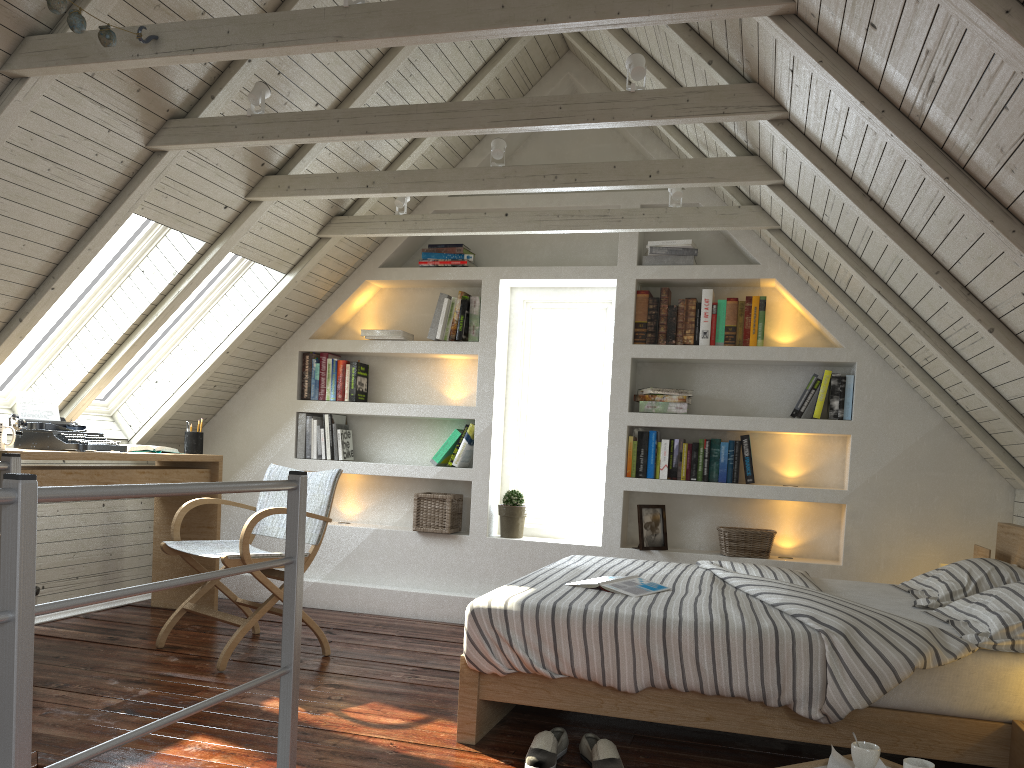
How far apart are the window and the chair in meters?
0.9 m

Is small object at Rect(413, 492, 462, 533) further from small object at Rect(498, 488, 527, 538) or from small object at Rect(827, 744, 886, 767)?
small object at Rect(827, 744, 886, 767)

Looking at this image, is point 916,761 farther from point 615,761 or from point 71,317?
point 71,317

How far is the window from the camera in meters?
3.8

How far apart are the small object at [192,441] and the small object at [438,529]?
1.11m

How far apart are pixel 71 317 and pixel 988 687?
3.7 meters

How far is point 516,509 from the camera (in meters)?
4.48

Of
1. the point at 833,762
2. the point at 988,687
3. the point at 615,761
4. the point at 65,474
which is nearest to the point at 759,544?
the point at 988,687

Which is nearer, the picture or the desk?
the desk

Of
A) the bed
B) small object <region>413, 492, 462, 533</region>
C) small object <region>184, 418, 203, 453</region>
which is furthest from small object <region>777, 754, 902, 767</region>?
small object <region>184, 418, 203, 453</region>
